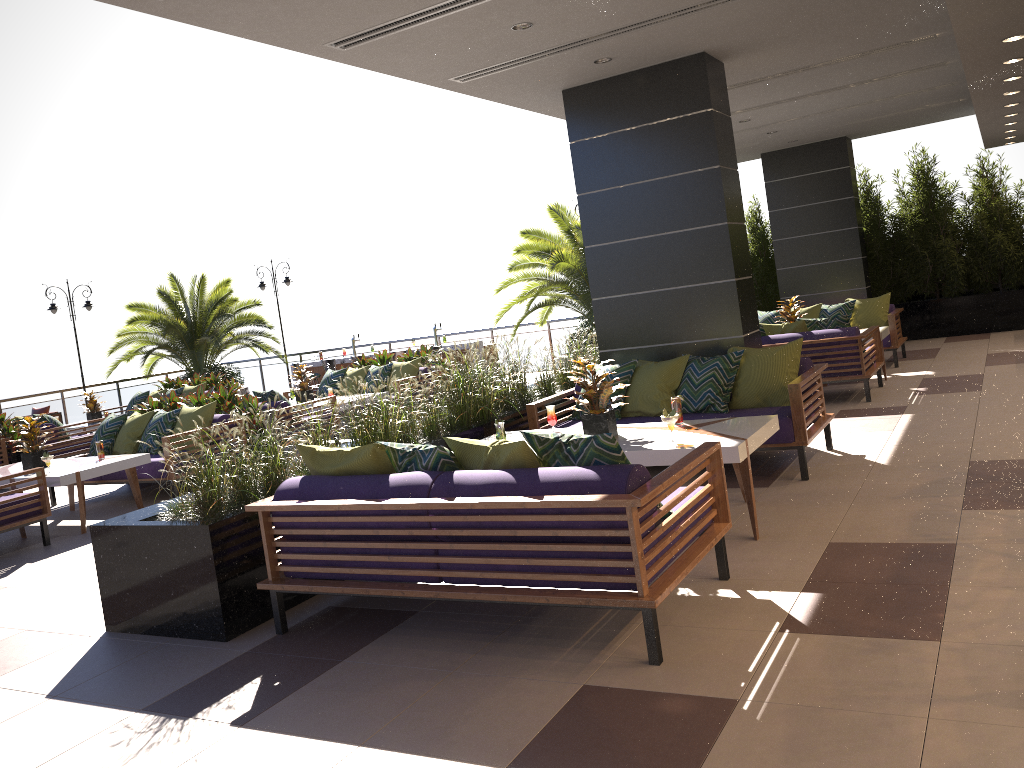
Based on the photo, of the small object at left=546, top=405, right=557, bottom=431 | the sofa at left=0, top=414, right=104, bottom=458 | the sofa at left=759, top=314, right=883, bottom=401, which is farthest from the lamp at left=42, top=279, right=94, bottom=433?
the small object at left=546, top=405, right=557, bottom=431

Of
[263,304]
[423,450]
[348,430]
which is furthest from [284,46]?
[263,304]

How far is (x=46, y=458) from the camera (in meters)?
8.11

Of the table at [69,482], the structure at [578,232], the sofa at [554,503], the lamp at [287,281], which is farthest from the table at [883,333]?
the lamp at [287,281]

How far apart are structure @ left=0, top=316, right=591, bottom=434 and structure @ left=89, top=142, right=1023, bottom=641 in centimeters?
395cm

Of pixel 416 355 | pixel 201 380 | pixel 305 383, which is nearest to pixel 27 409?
pixel 201 380

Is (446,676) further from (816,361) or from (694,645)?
(816,361)

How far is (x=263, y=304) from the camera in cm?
1978

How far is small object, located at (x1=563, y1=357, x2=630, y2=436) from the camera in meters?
5.6 m

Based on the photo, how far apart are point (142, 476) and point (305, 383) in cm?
321
